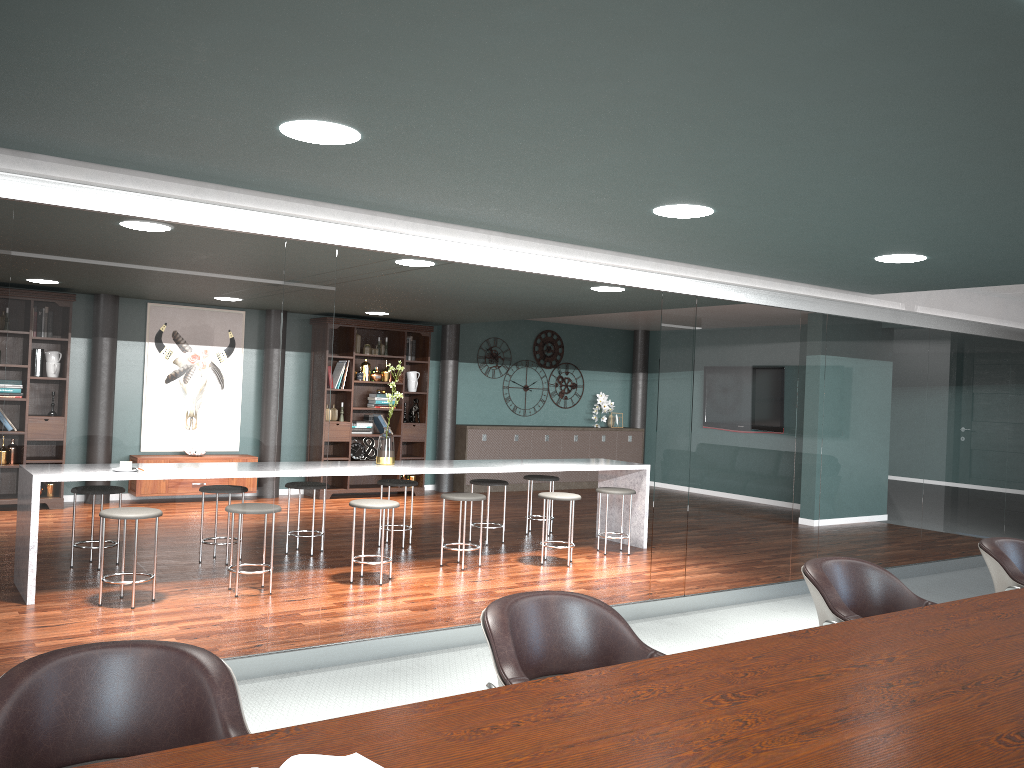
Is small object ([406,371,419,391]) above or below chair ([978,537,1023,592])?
above

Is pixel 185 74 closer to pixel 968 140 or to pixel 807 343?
pixel 968 140

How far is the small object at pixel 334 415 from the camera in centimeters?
989cm

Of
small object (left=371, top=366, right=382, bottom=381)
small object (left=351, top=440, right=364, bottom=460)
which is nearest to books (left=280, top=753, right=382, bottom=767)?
small object (left=351, top=440, right=364, bottom=460)

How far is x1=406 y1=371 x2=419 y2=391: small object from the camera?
10.4 meters

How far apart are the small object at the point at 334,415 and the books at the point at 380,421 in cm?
50

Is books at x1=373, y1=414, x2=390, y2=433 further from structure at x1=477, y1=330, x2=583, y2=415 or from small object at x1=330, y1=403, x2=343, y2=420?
structure at x1=477, y1=330, x2=583, y2=415

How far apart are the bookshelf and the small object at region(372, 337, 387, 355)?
0.2 meters

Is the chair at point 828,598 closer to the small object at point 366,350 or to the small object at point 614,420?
the small object at point 366,350

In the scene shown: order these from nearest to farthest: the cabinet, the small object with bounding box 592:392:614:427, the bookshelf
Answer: the bookshelf
the cabinet
the small object with bounding box 592:392:614:427
